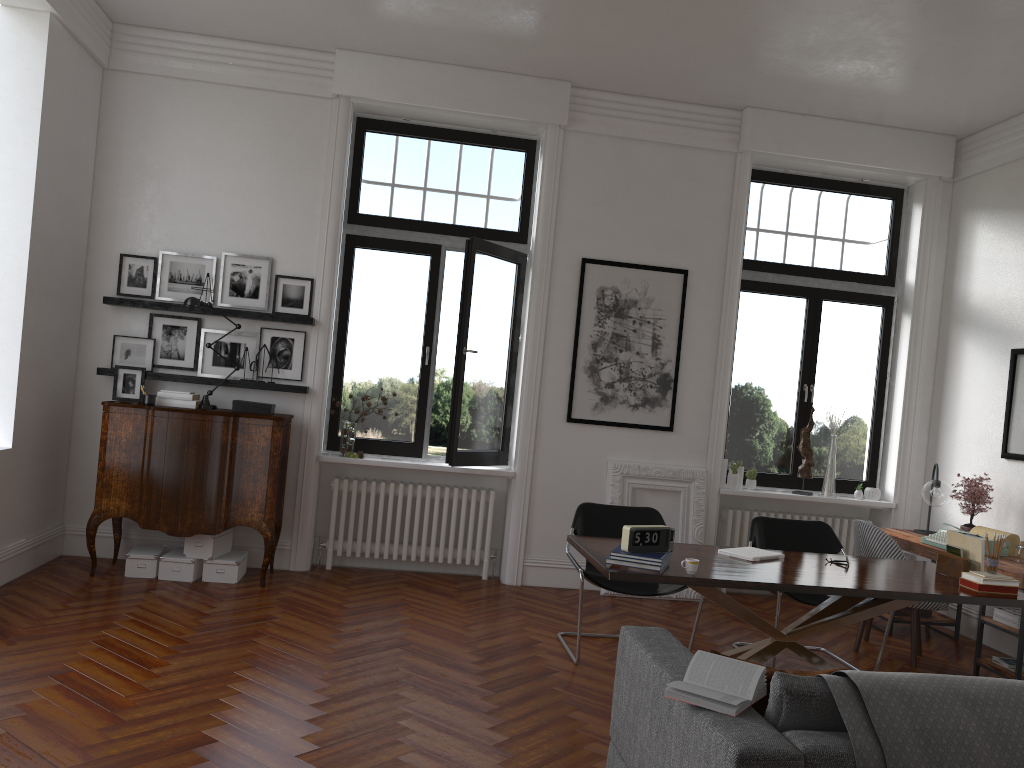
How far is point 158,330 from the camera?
6.7 meters

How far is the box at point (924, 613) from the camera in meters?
6.6 m

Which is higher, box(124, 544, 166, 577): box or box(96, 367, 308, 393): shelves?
box(96, 367, 308, 393): shelves

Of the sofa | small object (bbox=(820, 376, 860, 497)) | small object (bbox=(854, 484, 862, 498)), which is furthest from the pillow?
small object (bbox=(854, 484, 862, 498))

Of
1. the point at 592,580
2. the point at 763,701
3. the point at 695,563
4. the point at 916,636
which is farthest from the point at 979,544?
the point at 763,701

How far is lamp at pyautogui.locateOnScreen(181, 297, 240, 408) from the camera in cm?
632

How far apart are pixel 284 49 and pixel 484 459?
3.5 meters

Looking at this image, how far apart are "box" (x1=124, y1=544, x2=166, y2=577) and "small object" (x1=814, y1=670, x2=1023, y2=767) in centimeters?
494cm

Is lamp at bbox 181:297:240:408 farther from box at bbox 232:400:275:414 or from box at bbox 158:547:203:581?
box at bbox 158:547:203:581

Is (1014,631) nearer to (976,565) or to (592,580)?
(976,565)
